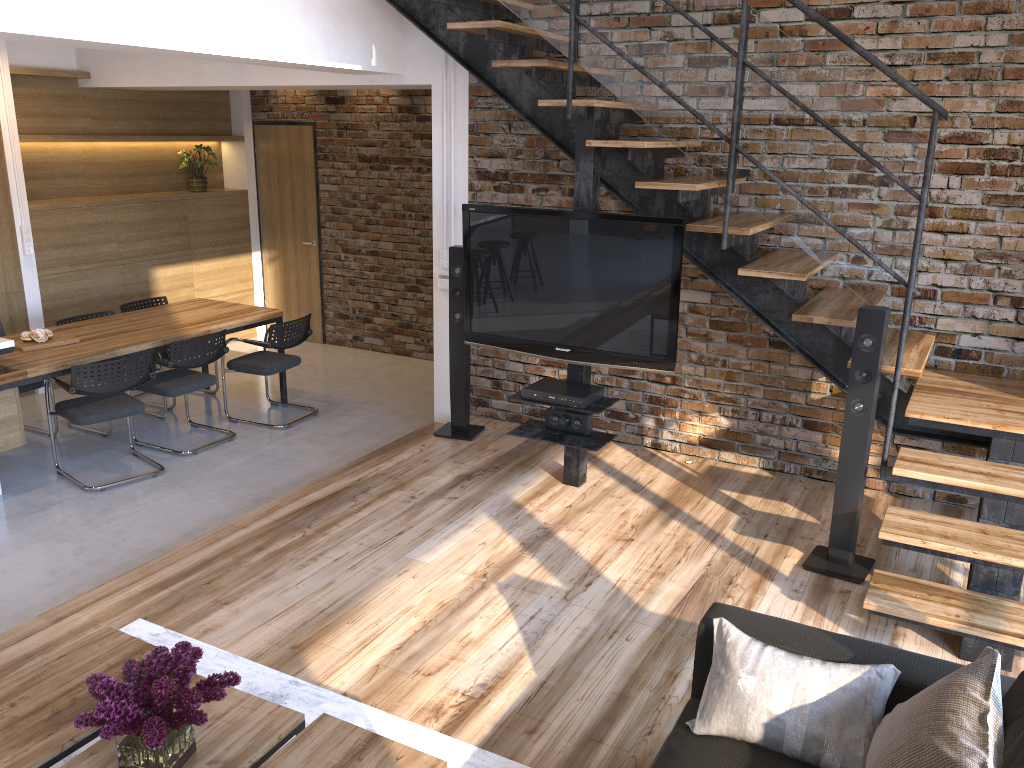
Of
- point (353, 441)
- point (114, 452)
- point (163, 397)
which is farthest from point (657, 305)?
point (163, 397)

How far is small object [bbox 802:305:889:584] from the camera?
3.72m

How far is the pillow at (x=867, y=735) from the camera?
2.17m

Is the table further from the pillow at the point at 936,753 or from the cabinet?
the cabinet

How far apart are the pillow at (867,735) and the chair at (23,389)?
5.08m

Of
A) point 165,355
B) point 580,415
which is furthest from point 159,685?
point 165,355

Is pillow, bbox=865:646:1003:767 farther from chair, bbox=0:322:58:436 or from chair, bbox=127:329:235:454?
chair, bbox=0:322:58:436

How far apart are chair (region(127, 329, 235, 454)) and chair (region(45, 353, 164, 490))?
0.2m

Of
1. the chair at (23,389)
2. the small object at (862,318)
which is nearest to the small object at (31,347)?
the chair at (23,389)

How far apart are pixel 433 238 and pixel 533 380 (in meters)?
1.17
